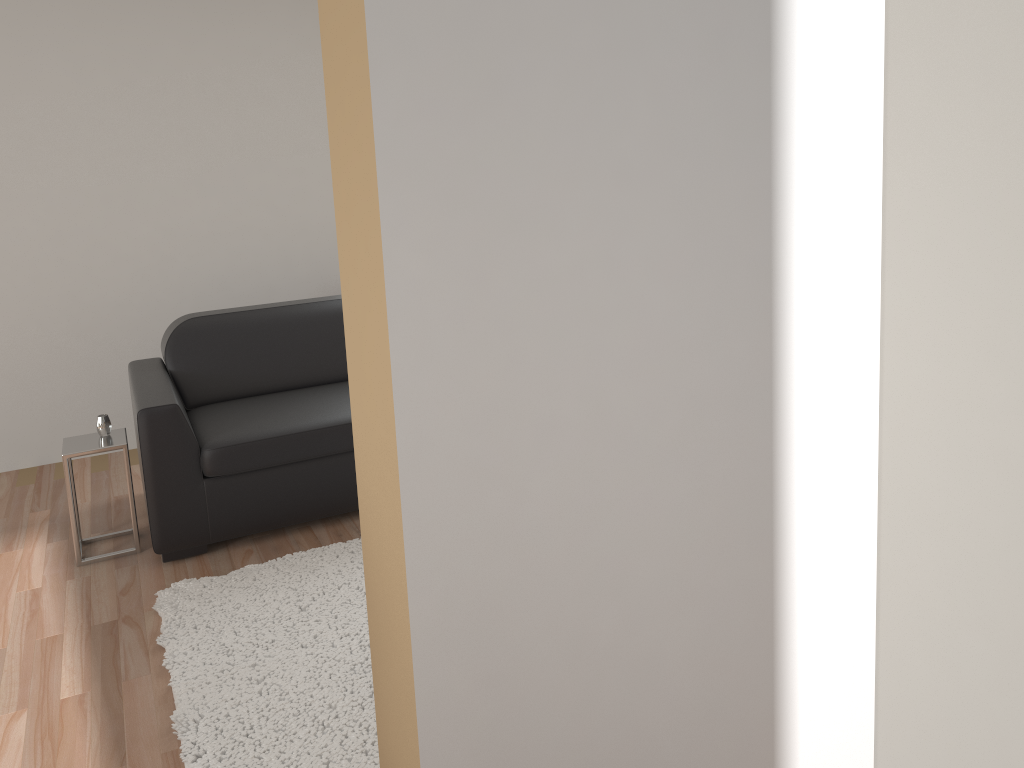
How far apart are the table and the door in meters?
3.5

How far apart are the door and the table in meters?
3.5

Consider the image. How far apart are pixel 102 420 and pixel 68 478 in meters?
0.3 m

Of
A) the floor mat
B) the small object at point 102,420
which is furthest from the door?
the small object at point 102,420

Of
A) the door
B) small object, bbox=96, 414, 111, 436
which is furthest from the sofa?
the door

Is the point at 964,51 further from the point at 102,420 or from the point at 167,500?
the point at 102,420

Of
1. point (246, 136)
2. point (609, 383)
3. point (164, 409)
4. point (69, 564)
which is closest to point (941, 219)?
point (609, 383)

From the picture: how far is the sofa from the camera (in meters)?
3.50

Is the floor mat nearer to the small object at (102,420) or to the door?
the small object at (102,420)

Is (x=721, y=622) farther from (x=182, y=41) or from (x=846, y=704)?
(x=182, y=41)
